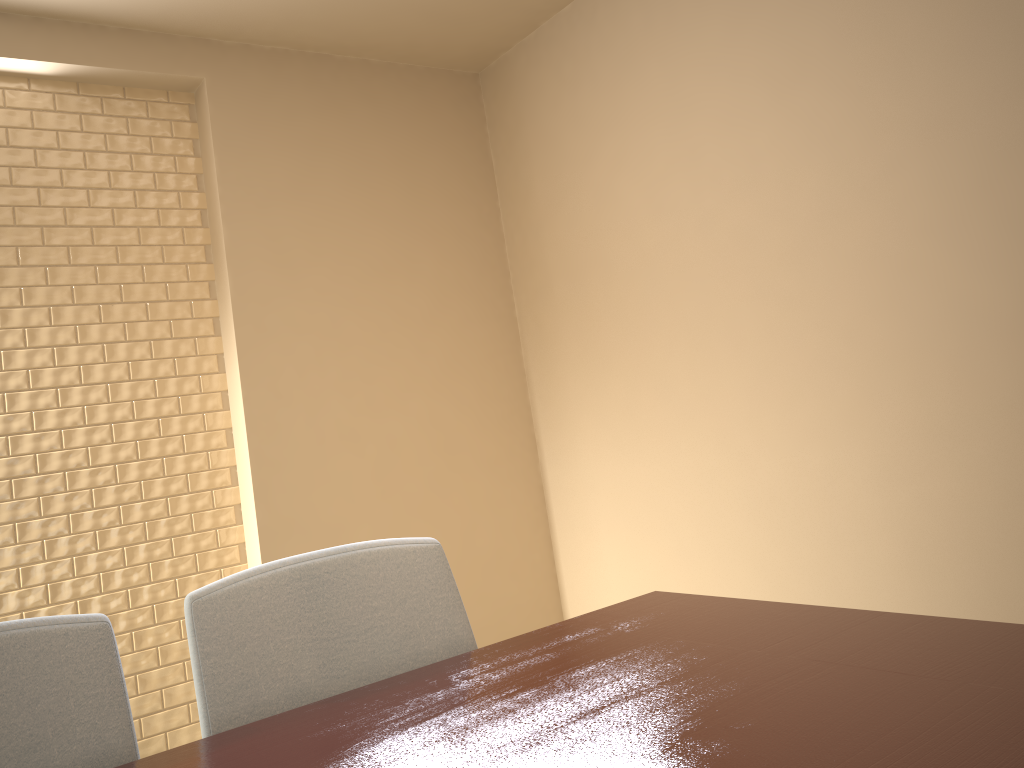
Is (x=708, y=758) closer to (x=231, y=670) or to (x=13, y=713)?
(x=231, y=670)

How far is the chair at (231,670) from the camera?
1.1 meters

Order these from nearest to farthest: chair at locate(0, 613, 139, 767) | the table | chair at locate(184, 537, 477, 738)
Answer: the table < chair at locate(0, 613, 139, 767) < chair at locate(184, 537, 477, 738)

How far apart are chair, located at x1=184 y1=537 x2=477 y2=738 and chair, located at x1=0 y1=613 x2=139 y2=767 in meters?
0.1

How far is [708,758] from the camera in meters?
0.7 m

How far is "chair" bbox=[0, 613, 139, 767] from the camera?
1.0m

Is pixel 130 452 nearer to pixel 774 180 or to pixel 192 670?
pixel 192 670

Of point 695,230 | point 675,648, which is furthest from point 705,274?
point 675,648

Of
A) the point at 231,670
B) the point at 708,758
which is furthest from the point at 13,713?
the point at 708,758

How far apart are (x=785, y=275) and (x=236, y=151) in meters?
1.9
